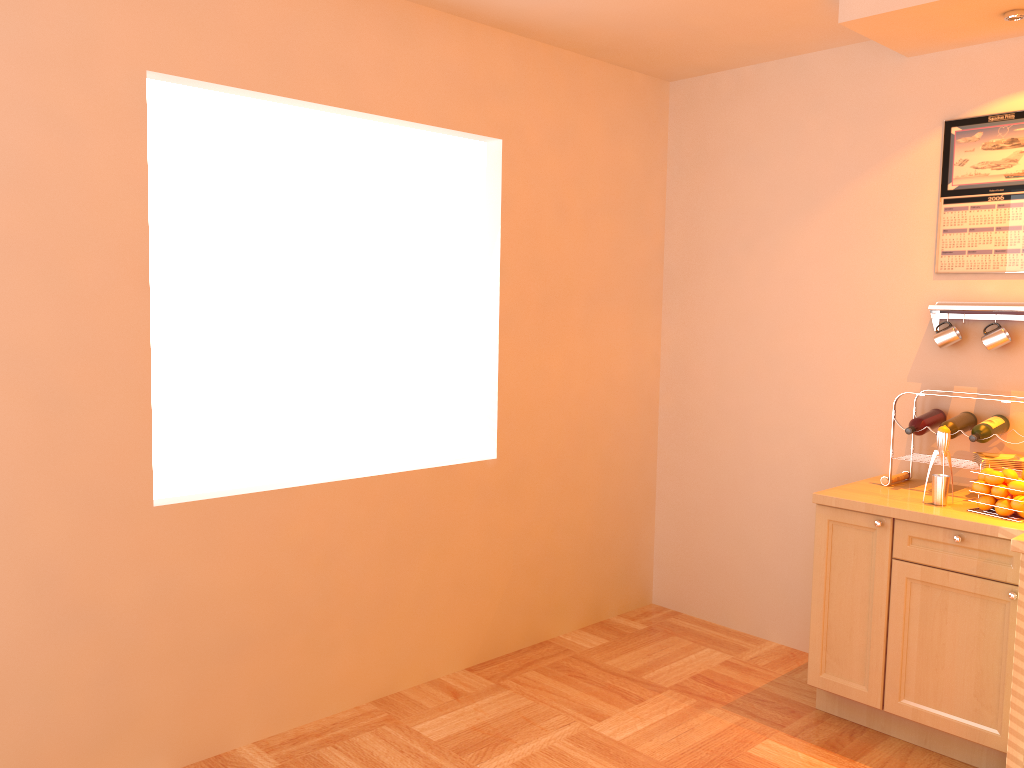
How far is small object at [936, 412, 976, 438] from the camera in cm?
334

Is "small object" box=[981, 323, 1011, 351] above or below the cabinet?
above

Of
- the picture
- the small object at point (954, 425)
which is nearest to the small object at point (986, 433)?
the small object at point (954, 425)

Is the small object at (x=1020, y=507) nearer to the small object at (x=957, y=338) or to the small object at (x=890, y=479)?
the small object at (x=890, y=479)

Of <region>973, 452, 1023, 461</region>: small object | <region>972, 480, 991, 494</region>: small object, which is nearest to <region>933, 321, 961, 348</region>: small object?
<region>973, 452, 1023, 461</region>: small object

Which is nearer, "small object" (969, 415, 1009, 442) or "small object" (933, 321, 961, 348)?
"small object" (969, 415, 1009, 442)

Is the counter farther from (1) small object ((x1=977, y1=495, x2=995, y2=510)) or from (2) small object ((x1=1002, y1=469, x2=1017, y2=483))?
(2) small object ((x1=1002, y1=469, x2=1017, y2=483))

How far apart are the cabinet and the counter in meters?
0.0

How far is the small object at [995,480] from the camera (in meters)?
3.01

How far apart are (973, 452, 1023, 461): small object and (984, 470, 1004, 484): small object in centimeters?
30cm
